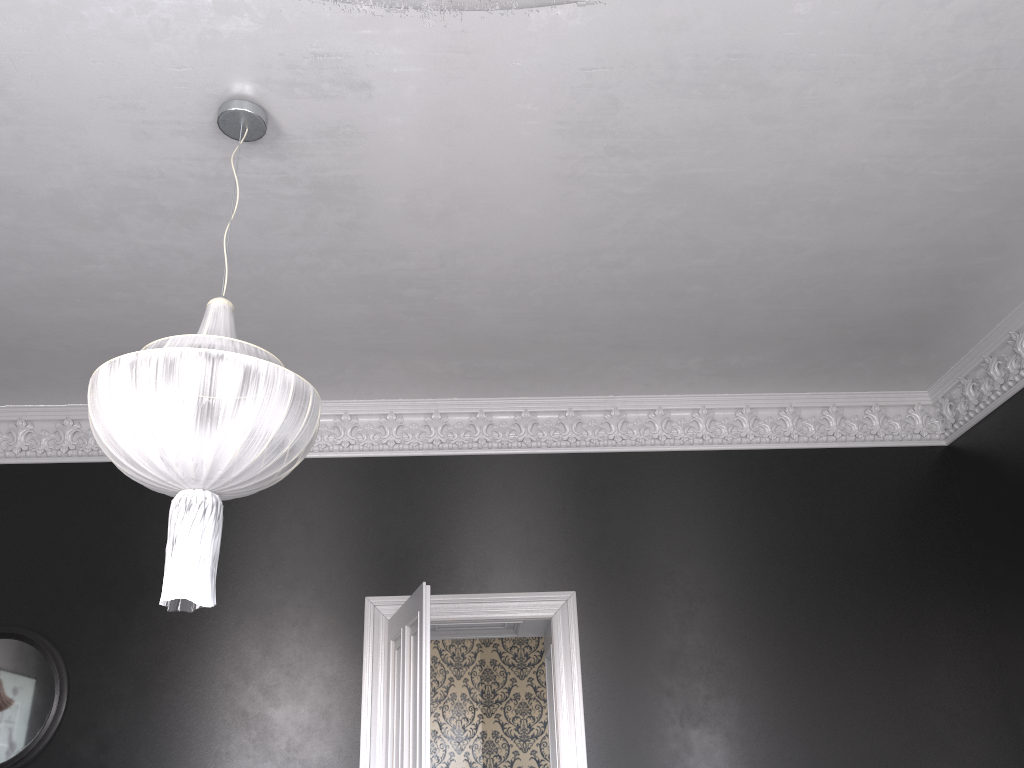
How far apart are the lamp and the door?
1.9m

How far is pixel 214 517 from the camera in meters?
2.9 m

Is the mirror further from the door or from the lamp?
the lamp

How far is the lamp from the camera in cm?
278

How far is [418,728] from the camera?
4.6m

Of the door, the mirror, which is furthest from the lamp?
the mirror

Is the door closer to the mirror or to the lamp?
the lamp

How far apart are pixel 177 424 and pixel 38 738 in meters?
3.7

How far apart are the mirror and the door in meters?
2.0

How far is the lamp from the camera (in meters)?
2.78
